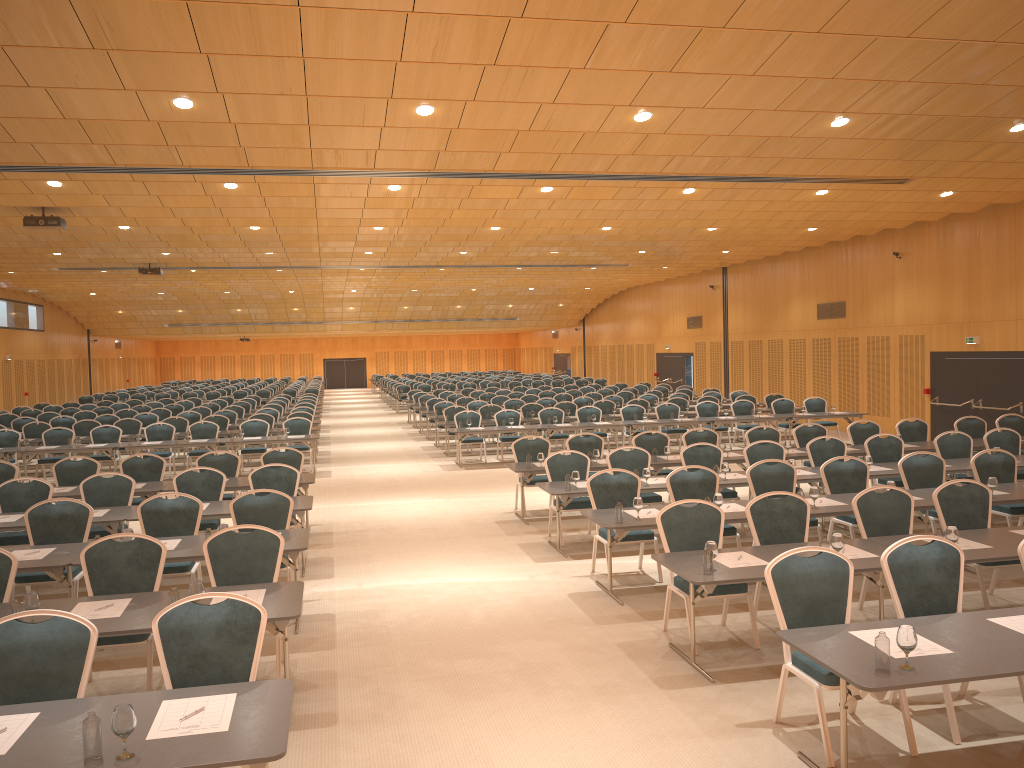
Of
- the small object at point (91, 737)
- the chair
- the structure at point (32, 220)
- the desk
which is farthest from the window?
the small object at point (91, 737)

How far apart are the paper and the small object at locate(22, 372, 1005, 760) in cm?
20

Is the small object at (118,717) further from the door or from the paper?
the door

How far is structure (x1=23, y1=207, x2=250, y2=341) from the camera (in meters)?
15.22

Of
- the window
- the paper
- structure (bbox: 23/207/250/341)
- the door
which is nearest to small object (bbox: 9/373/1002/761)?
the paper

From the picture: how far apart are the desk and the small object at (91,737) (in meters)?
0.02

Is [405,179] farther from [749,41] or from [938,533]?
[938,533]

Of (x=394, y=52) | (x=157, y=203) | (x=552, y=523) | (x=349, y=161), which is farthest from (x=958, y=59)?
(x=157, y=203)

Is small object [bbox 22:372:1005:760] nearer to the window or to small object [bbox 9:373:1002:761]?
small object [bbox 9:373:1002:761]

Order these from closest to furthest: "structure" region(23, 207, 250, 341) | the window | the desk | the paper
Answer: the desk
the paper
"structure" region(23, 207, 250, 341)
the window
